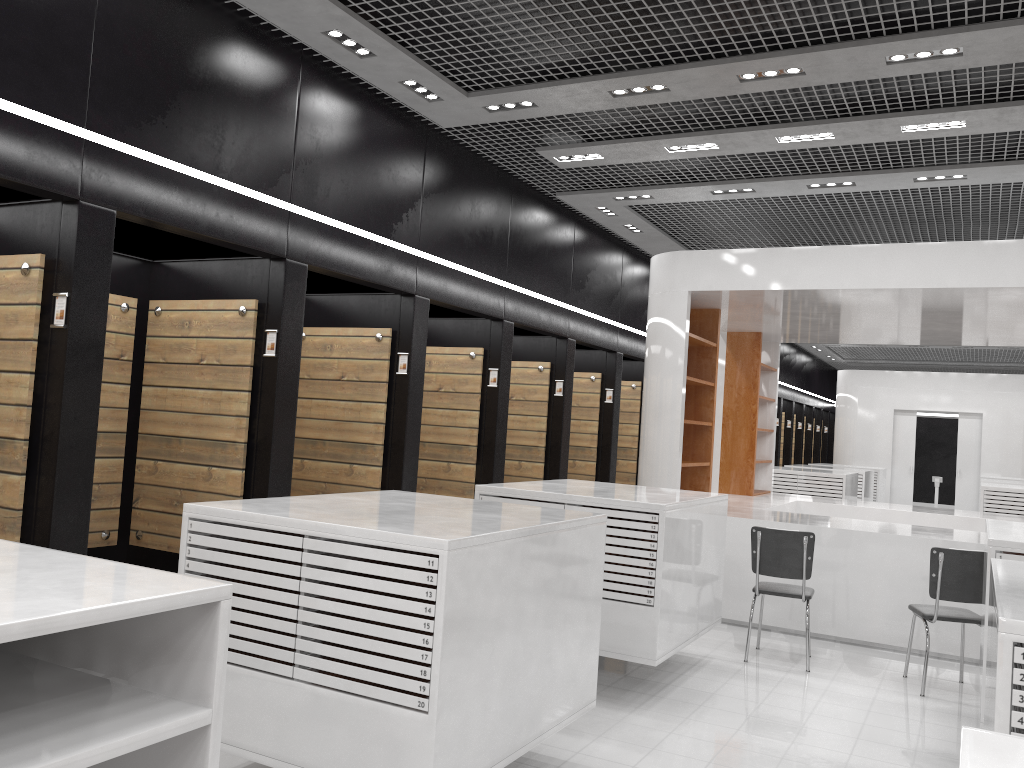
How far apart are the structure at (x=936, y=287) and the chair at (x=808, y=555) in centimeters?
87cm

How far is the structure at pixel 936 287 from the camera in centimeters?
716cm

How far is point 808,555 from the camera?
6.38m

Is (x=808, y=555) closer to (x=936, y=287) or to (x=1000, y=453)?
(x=936, y=287)

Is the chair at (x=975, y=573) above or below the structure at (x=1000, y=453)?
below

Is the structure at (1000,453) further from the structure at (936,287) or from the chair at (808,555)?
the chair at (808,555)

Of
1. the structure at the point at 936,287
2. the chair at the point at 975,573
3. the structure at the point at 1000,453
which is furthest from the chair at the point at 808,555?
the structure at the point at 1000,453

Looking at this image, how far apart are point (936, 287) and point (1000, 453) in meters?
13.3 m

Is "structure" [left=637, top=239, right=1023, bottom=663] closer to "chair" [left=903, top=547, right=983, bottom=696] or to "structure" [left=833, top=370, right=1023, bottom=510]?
"chair" [left=903, top=547, right=983, bottom=696]

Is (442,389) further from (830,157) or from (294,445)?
(830,157)
